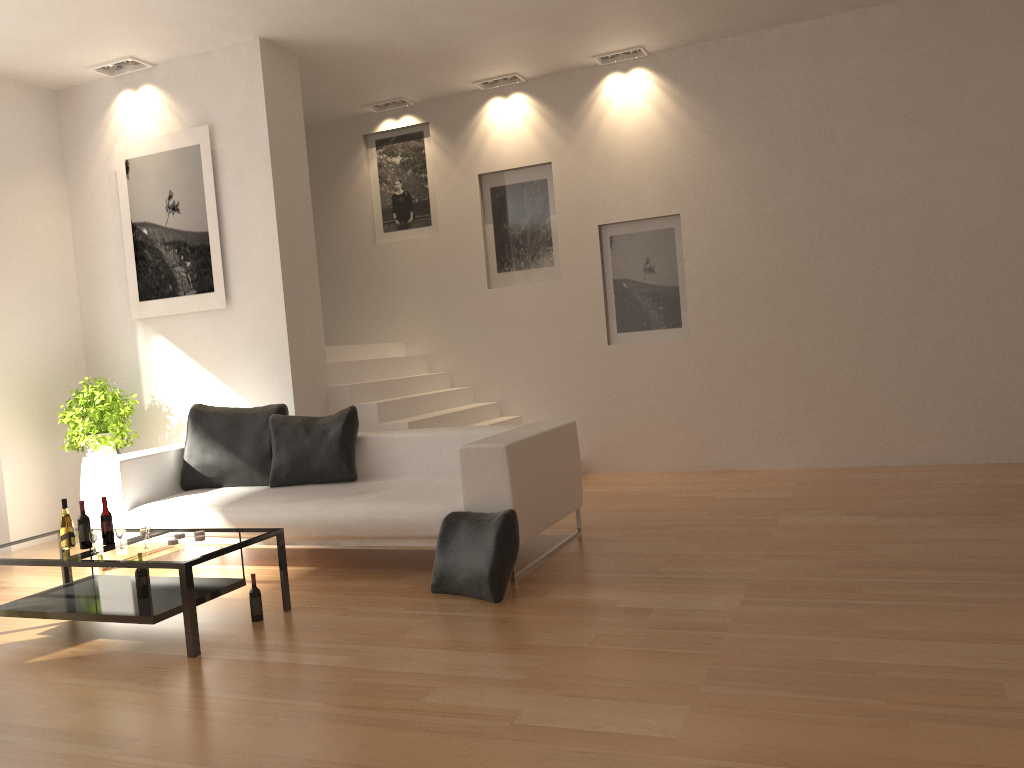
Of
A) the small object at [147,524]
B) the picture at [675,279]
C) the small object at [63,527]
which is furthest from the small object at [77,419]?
the picture at [675,279]

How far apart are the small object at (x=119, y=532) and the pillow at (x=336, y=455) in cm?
164

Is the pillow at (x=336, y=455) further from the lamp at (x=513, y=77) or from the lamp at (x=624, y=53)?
the lamp at (x=624, y=53)

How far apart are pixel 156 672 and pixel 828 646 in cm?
277

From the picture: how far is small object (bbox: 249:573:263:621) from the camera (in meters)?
4.40

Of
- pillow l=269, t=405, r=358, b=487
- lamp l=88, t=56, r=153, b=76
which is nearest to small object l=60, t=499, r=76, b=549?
pillow l=269, t=405, r=358, b=487

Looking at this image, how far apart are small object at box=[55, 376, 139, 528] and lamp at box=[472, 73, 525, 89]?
4.27m

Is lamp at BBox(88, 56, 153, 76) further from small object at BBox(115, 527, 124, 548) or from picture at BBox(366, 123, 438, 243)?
small object at BBox(115, 527, 124, 548)

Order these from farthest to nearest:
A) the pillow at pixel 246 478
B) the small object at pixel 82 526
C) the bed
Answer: the pillow at pixel 246 478 < the bed < the small object at pixel 82 526

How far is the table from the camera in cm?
402
